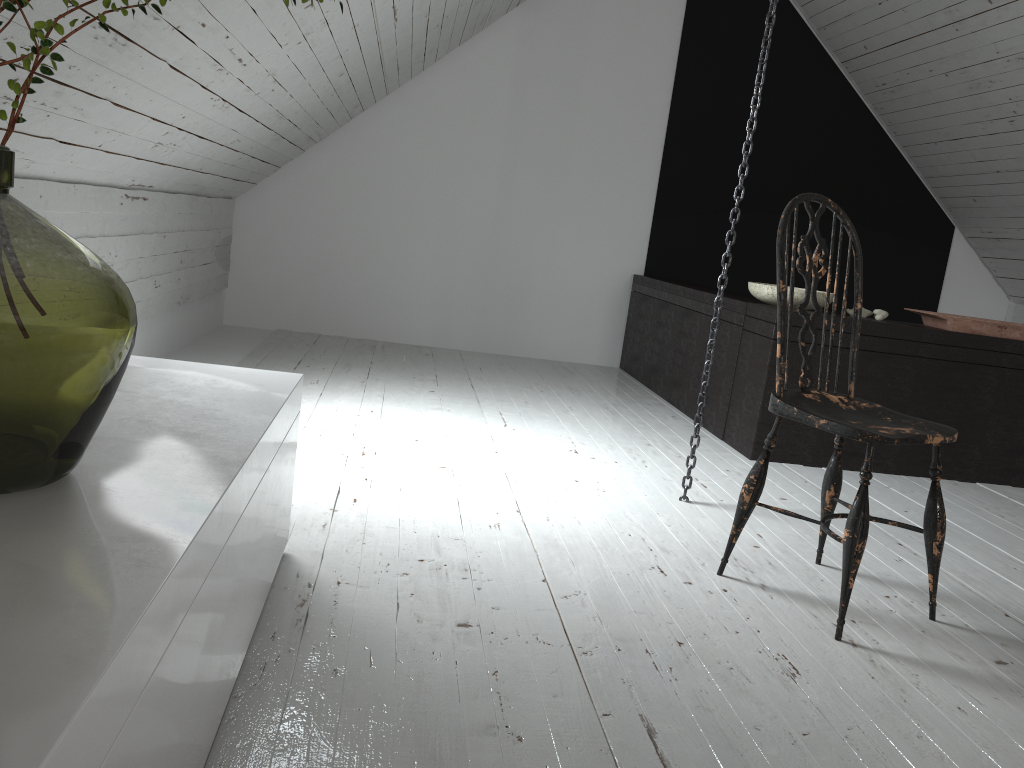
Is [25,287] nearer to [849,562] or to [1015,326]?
[849,562]

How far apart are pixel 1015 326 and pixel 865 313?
0.54m

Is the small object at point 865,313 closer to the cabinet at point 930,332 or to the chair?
the cabinet at point 930,332

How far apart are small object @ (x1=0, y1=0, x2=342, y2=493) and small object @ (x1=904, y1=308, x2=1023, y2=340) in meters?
3.2 m

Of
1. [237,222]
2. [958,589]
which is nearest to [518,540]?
[958,589]

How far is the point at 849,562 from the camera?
1.8 meters

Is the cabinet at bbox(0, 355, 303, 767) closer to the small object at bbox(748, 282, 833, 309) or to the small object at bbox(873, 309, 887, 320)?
the small object at bbox(748, 282, 833, 309)

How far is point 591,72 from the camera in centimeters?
517cm

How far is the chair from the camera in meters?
1.8

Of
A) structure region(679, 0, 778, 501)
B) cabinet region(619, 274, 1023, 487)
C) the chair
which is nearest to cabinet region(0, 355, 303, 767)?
the chair
